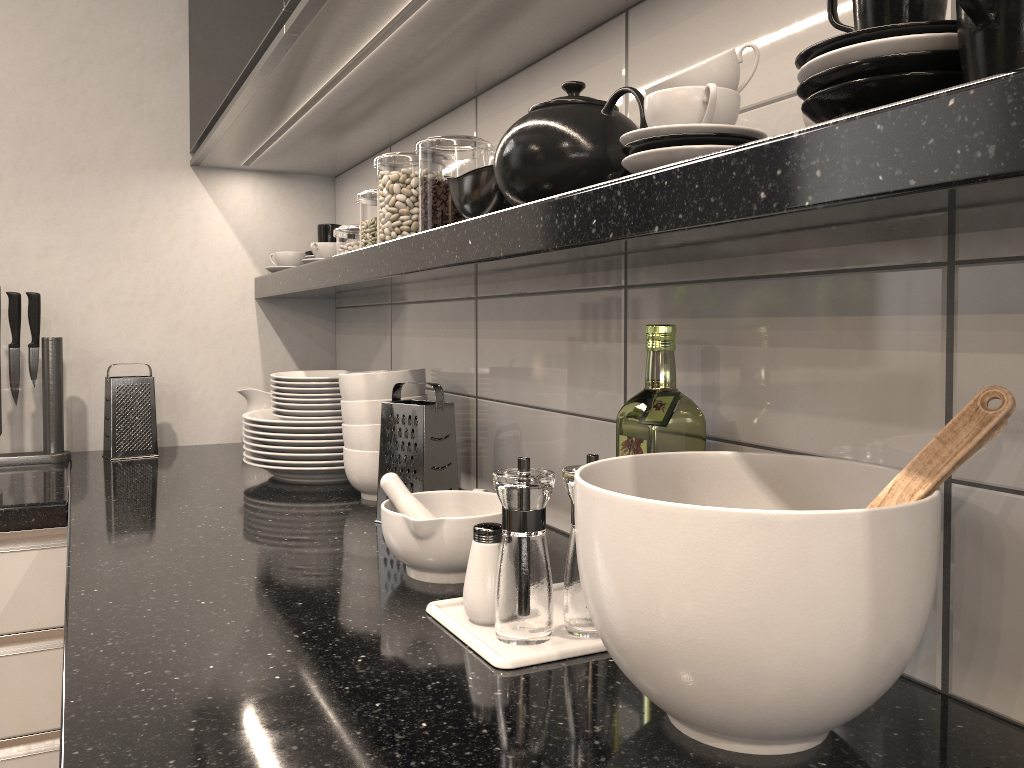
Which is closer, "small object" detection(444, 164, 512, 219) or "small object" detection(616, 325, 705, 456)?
"small object" detection(616, 325, 705, 456)

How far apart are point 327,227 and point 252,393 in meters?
0.4

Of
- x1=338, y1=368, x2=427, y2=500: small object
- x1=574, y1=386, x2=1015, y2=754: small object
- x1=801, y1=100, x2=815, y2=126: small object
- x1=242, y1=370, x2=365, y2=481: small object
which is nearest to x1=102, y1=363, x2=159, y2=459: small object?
x1=242, y1=370, x2=365, y2=481: small object

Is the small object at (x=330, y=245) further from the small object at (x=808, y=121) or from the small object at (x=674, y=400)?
the small object at (x=808, y=121)

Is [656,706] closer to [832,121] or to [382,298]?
[832,121]

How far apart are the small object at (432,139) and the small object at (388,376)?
0.2 meters

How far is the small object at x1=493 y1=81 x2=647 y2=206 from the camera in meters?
0.9 m

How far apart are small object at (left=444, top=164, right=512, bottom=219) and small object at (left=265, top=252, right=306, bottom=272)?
0.9 meters

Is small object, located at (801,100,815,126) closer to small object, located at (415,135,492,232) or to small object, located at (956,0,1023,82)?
small object, located at (956,0,1023,82)

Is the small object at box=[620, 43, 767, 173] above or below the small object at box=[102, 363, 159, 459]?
above
